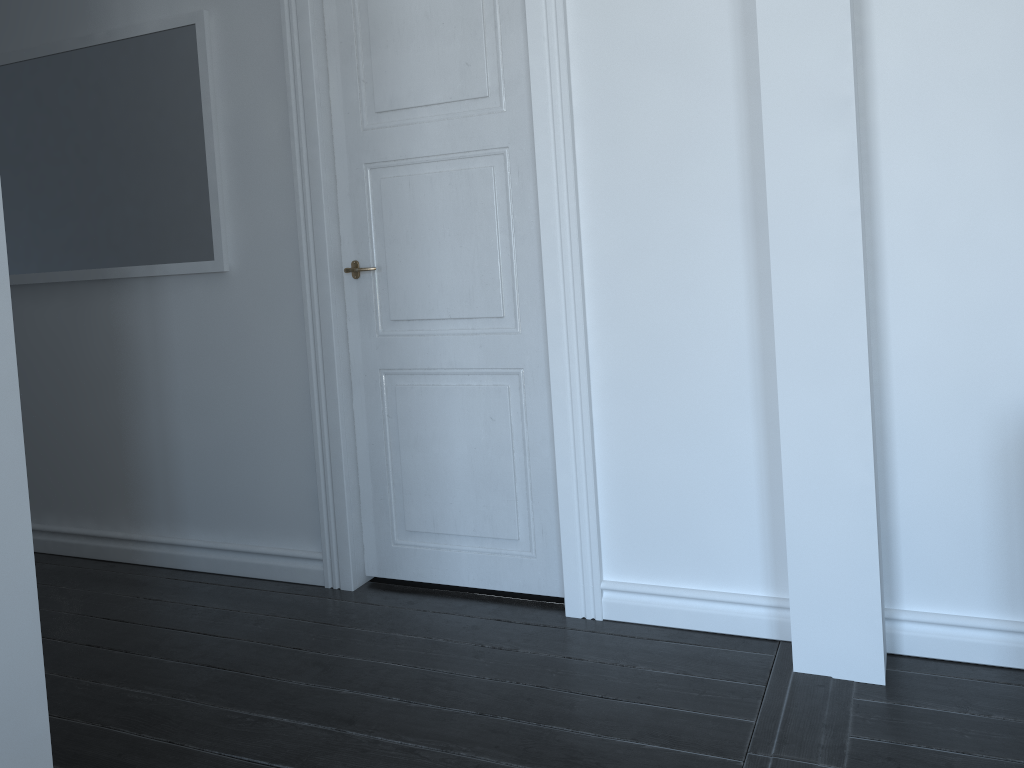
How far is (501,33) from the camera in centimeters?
272cm

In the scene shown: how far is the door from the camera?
2.7m
